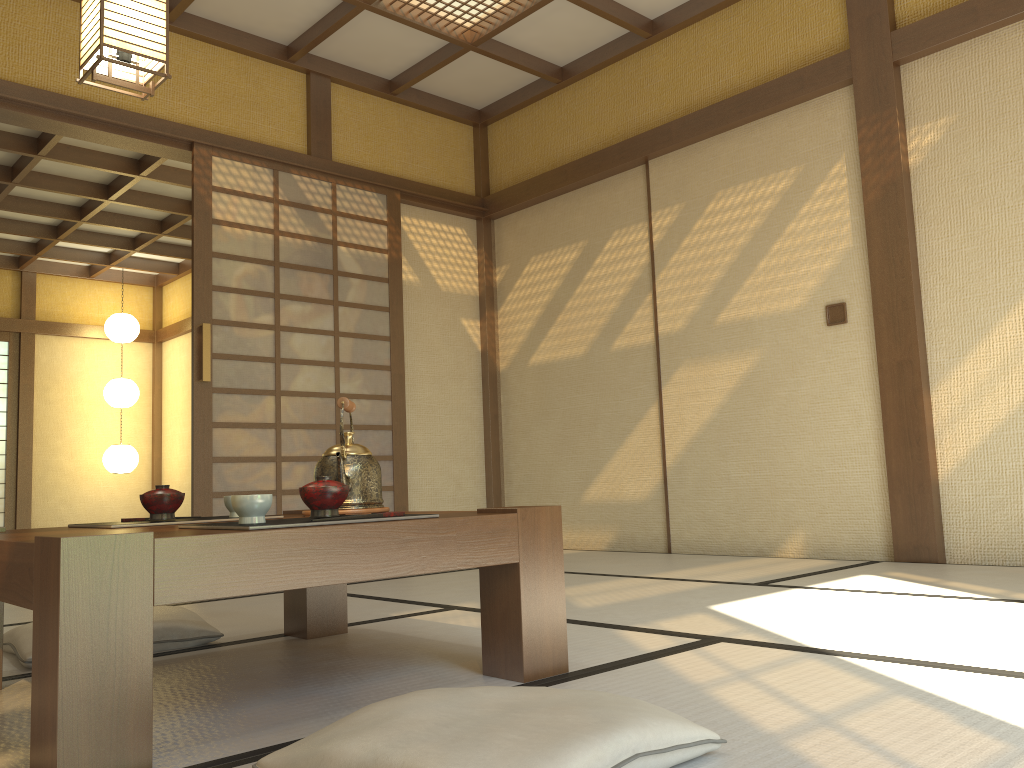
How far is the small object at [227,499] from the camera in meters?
2.1

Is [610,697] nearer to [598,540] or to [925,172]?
[925,172]

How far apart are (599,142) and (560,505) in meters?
3.9

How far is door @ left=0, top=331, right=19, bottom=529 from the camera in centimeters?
923cm

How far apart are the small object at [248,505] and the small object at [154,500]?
0.52m

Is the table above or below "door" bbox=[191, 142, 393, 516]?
below

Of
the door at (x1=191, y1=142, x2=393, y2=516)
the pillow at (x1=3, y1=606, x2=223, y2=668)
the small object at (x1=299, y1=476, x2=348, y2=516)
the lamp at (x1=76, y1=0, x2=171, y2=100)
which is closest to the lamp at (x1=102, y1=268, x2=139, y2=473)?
the door at (x1=191, y1=142, x2=393, y2=516)

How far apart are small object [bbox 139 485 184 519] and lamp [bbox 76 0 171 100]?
1.6m

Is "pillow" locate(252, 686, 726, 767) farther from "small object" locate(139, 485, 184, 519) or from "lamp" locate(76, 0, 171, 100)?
"lamp" locate(76, 0, 171, 100)

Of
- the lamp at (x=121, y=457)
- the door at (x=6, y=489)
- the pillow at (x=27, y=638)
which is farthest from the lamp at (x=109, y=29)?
the door at (x=6, y=489)
